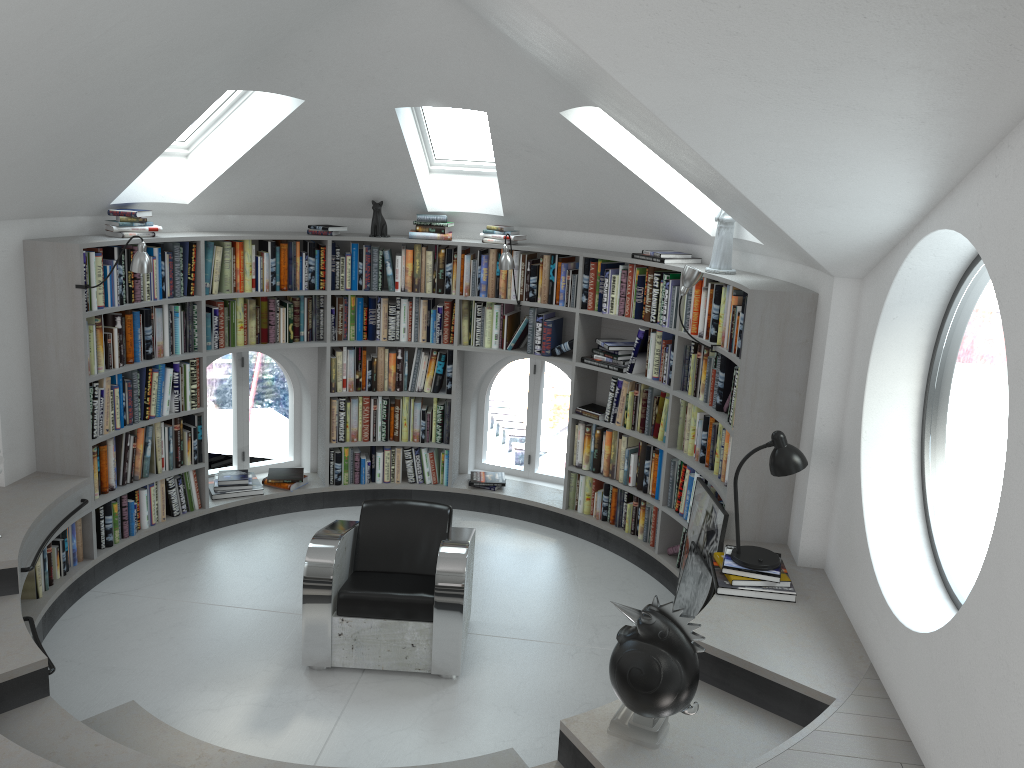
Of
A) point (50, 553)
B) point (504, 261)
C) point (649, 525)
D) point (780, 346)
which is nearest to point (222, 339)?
point (50, 553)

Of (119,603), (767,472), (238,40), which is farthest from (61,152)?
(767,472)

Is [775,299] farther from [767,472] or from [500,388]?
[500,388]

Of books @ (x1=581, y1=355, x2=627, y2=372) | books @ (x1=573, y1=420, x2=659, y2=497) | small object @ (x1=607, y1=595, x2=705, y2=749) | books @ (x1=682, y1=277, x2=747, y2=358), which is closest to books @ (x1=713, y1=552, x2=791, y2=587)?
small object @ (x1=607, y1=595, x2=705, y2=749)

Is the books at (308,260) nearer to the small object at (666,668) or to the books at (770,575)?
the books at (770,575)

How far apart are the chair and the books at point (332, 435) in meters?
1.7

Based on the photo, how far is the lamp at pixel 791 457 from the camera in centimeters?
411cm

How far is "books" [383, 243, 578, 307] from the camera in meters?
6.2 m

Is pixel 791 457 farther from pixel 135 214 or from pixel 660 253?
pixel 135 214

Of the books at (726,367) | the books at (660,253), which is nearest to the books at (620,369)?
the books at (726,367)
